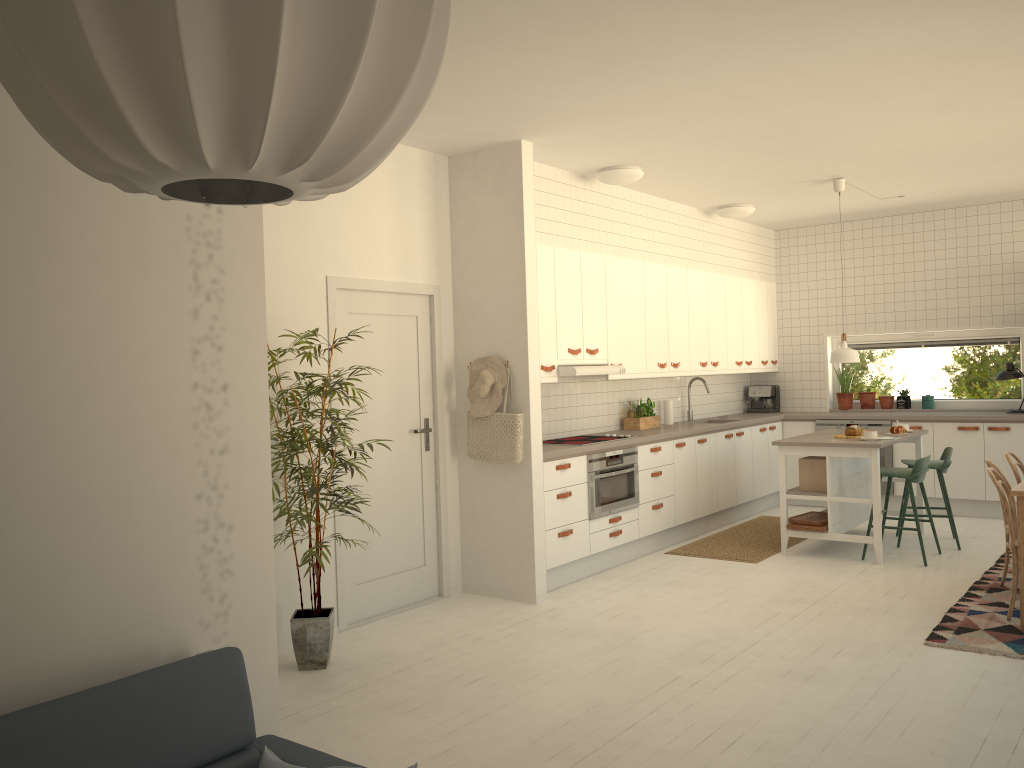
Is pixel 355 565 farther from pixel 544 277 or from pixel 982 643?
pixel 982 643

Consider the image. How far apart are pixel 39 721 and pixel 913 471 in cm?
587

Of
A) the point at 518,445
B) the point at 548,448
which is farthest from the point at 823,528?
the point at 518,445

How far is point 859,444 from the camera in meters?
6.3

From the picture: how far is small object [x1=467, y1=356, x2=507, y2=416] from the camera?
5.6 meters

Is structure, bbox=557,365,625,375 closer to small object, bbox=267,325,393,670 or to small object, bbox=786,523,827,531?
small object, bbox=786,523,827,531

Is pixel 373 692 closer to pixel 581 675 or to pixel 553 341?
pixel 581 675

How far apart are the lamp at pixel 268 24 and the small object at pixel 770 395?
8.8 meters

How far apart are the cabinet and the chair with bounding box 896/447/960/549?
1.15m

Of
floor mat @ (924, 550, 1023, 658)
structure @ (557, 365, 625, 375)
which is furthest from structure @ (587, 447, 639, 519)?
floor mat @ (924, 550, 1023, 658)
